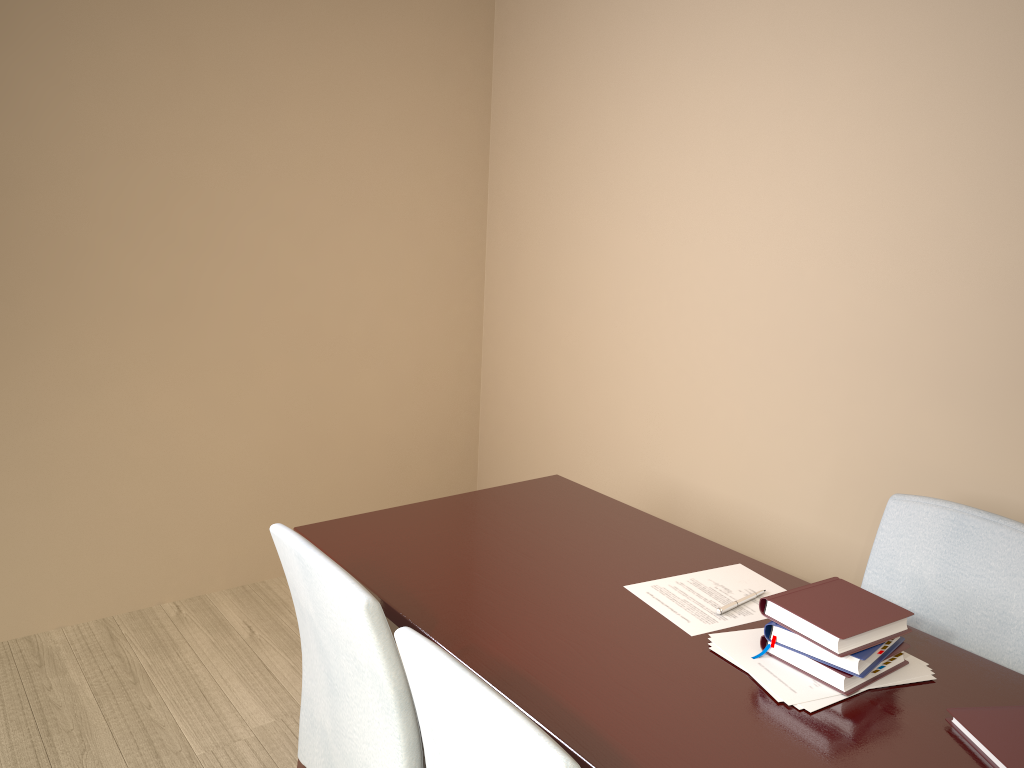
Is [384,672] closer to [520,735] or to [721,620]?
[520,735]

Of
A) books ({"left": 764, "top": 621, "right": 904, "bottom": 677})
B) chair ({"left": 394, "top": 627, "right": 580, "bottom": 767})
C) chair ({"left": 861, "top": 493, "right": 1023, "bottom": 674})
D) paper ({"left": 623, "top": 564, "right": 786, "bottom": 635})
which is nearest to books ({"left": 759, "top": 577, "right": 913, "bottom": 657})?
books ({"left": 764, "top": 621, "right": 904, "bottom": 677})

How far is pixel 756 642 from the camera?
1.53m

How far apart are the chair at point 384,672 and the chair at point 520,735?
0.1m

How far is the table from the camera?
1.3m

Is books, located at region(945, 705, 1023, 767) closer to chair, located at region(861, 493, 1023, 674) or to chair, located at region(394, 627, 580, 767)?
chair, located at region(861, 493, 1023, 674)

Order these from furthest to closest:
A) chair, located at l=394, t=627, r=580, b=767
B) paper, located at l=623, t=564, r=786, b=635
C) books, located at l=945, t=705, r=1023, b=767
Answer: paper, located at l=623, t=564, r=786, b=635, books, located at l=945, t=705, r=1023, b=767, chair, located at l=394, t=627, r=580, b=767

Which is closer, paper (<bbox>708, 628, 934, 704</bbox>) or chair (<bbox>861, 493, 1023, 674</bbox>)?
paper (<bbox>708, 628, 934, 704</bbox>)

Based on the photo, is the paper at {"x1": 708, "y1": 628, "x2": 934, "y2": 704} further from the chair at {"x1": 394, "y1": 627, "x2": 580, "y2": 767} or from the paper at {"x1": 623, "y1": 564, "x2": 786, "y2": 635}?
the chair at {"x1": 394, "y1": 627, "x2": 580, "y2": 767}

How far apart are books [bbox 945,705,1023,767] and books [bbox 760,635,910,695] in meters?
0.1
